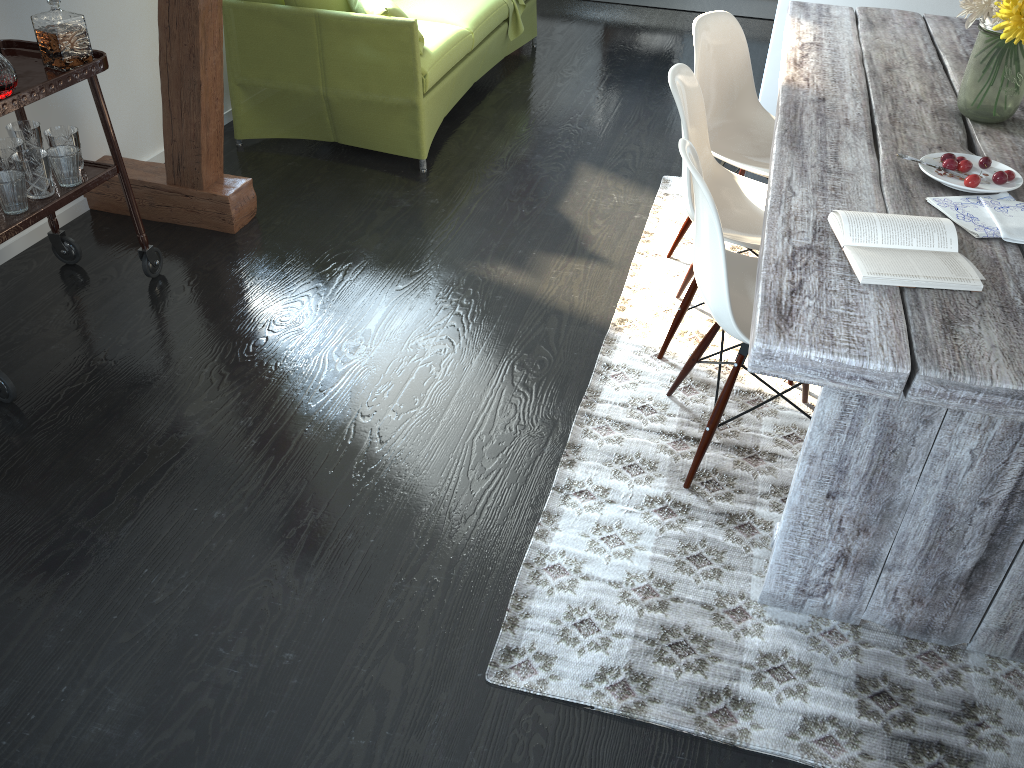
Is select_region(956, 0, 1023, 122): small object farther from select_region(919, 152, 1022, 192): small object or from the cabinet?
the cabinet

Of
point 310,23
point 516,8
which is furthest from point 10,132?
point 516,8

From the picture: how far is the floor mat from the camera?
1.7m

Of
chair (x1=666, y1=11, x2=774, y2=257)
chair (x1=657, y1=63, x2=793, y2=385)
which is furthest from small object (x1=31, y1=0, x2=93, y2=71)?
chair (x1=666, y1=11, x2=774, y2=257)

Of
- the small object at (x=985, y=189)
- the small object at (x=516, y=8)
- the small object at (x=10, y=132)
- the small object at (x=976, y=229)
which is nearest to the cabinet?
the small object at (x=516, y=8)

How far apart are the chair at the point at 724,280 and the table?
0.11m

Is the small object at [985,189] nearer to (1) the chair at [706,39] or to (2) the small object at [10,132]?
(1) the chair at [706,39]

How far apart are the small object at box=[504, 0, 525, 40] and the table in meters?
1.9 m

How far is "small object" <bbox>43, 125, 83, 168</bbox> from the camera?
2.58m

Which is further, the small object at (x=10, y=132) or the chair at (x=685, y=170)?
the small object at (x=10, y=132)
